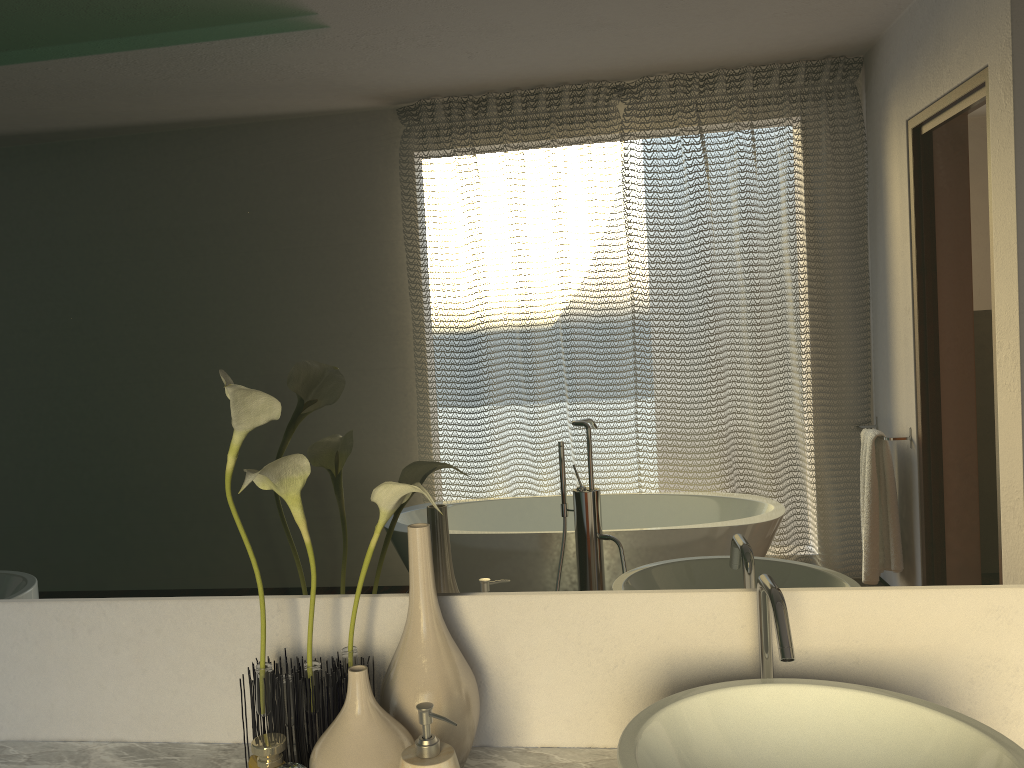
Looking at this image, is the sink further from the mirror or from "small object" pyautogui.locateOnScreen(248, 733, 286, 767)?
"small object" pyautogui.locateOnScreen(248, 733, 286, 767)

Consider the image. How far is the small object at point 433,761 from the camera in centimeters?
87cm

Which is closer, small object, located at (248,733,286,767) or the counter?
small object, located at (248,733,286,767)

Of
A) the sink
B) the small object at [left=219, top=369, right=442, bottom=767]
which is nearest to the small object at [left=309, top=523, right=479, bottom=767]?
the small object at [left=219, top=369, right=442, bottom=767]

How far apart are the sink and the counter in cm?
19

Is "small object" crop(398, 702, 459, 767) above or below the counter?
above

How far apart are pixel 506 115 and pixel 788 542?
0.61m

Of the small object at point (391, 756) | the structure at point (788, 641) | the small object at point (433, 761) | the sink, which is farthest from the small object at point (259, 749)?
the structure at point (788, 641)

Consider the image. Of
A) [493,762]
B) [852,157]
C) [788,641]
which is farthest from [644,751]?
[852,157]

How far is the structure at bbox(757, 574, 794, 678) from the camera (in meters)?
0.89
